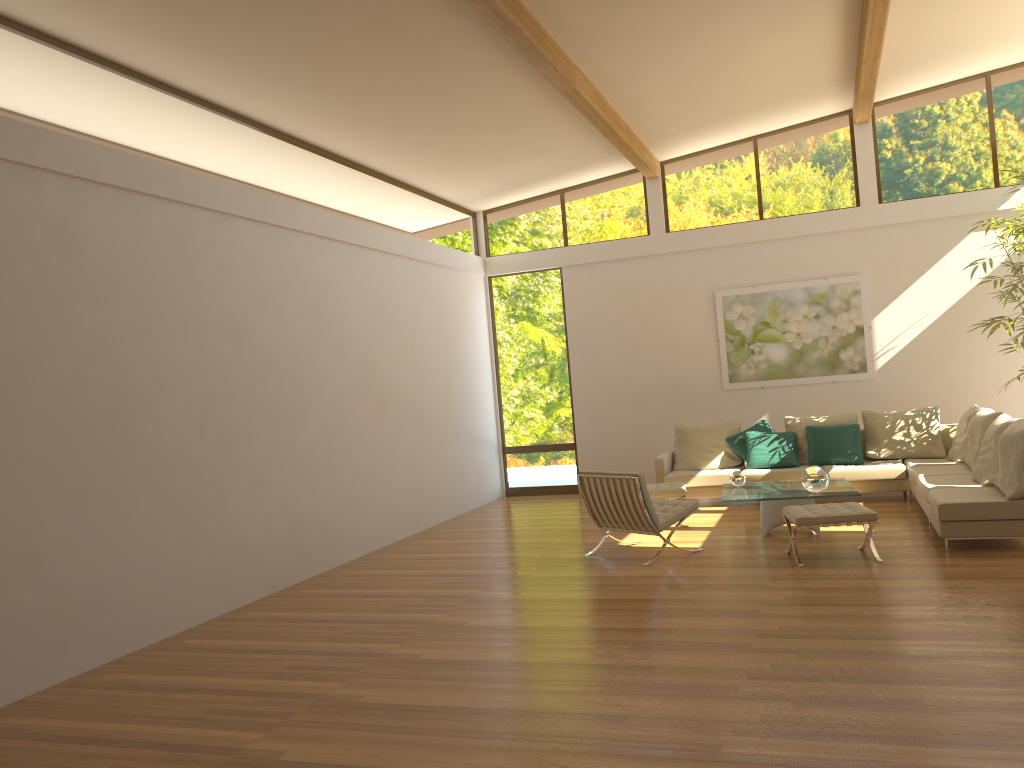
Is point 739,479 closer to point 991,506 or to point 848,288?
point 991,506

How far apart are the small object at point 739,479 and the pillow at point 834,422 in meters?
2.0 m

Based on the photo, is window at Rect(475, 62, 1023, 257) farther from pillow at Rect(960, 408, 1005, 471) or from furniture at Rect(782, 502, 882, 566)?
furniture at Rect(782, 502, 882, 566)

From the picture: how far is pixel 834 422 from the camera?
10.14m

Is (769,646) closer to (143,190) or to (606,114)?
(143,190)

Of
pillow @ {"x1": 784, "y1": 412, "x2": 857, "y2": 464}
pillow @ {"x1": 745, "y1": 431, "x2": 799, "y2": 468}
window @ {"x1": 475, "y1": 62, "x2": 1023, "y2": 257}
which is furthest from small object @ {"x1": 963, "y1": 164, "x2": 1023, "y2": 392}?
pillow @ {"x1": 745, "y1": 431, "x2": 799, "y2": 468}

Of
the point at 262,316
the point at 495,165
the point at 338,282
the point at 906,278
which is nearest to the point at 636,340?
the point at 495,165

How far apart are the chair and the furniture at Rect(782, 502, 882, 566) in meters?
0.8

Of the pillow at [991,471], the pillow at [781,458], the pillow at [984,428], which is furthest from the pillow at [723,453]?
the pillow at [991,471]

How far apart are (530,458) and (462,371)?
1.76m
